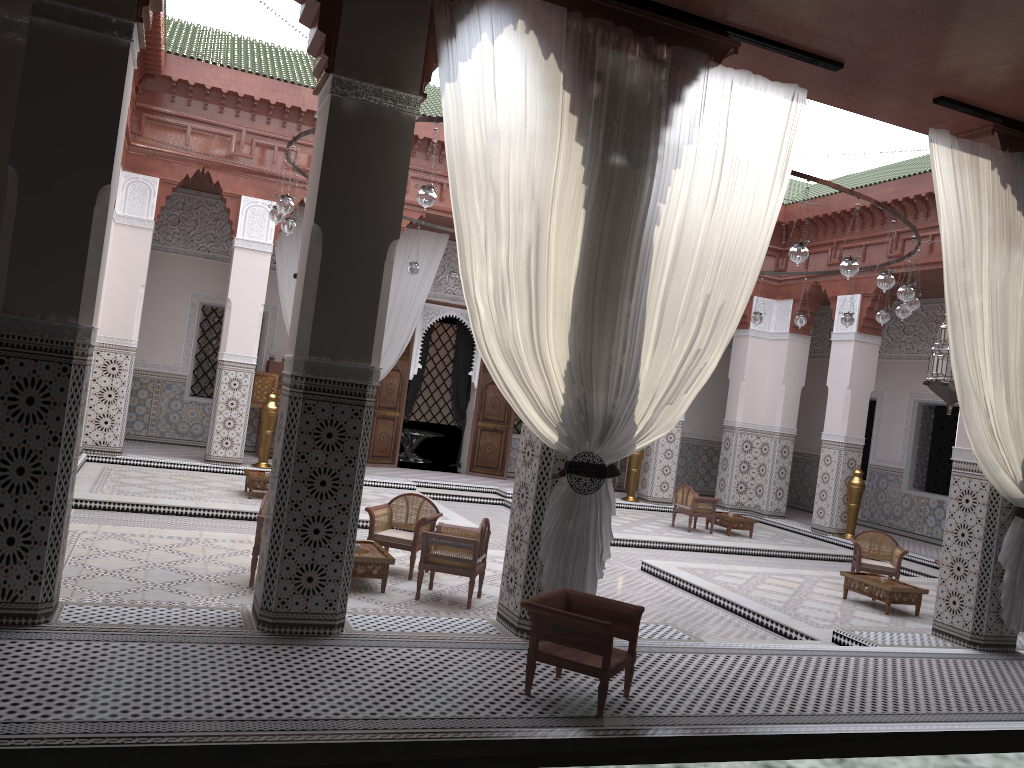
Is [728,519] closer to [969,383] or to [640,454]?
[640,454]

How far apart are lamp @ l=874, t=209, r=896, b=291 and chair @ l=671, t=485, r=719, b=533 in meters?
2.4 m

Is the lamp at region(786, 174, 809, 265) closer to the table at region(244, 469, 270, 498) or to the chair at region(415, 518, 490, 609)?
the chair at region(415, 518, 490, 609)

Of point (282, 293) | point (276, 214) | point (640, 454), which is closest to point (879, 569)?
point (640, 454)

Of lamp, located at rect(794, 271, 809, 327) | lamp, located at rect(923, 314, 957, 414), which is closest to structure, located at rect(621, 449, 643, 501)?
lamp, located at rect(794, 271, 809, 327)

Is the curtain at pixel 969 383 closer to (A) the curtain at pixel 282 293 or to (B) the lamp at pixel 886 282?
(B) the lamp at pixel 886 282

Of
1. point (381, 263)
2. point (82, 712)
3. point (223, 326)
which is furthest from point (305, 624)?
point (223, 326)

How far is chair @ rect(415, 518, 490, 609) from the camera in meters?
3.1 m

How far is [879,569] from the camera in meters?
4.5

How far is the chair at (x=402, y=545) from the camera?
3.5 meters
